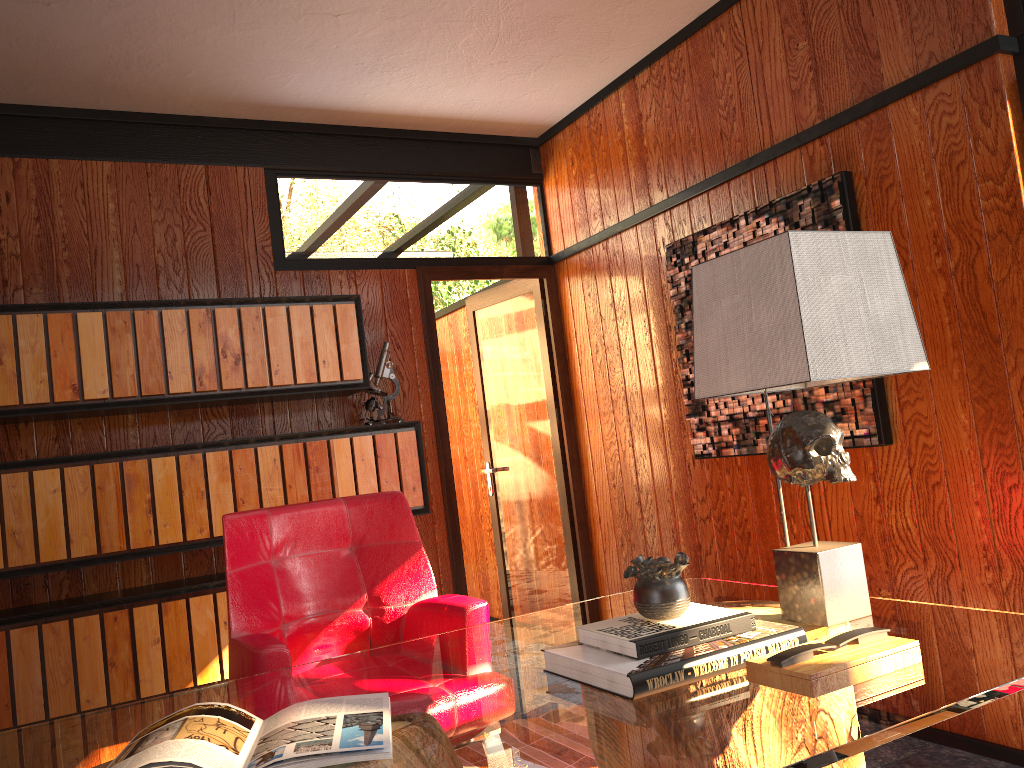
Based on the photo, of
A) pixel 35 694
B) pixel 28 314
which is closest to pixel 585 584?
pixel 35 694

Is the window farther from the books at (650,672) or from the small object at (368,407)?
the small object at (368,407)

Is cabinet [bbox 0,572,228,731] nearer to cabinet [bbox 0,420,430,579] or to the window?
cabinet [bbox 0,420,430,579]

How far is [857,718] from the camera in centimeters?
116cm

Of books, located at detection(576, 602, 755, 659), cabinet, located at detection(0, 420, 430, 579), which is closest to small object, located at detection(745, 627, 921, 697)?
books, located at detection(576, 602, 755, 659)

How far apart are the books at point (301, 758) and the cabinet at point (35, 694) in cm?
184

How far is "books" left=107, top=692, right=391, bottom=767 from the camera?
1.2m

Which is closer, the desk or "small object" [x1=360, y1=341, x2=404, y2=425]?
the desk

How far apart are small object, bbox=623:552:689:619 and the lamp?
0.3 meters

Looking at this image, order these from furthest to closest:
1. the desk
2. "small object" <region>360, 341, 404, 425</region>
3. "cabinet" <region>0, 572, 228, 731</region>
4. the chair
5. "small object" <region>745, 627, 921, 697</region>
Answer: "small object" <region>360, 341, 404, 425</region> → "cabinet" <region>0, 572, 228, 731</region> → the chair → "small object" <region>745, 627, 921, 697</region> → the desk
